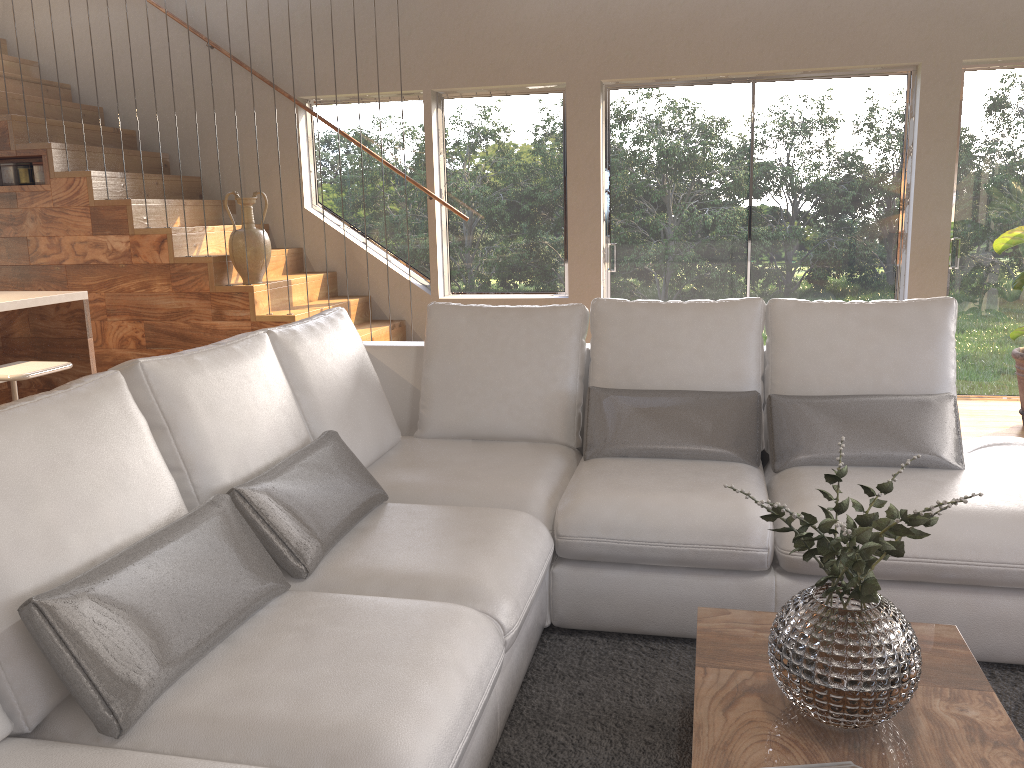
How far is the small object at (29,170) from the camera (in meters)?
5.60

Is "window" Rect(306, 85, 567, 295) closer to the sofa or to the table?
the sofa

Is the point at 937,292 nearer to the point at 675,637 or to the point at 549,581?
the point at 675,637

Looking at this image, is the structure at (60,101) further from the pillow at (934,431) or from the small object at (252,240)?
the pillow at (934,431)

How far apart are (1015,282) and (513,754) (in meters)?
4.21

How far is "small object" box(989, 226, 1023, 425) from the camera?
4.9m

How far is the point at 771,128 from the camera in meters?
5.9 m

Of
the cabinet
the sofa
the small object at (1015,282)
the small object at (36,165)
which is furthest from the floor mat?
the small object at (36,165)

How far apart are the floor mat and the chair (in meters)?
2.20

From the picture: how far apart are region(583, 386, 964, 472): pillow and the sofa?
0.03m
